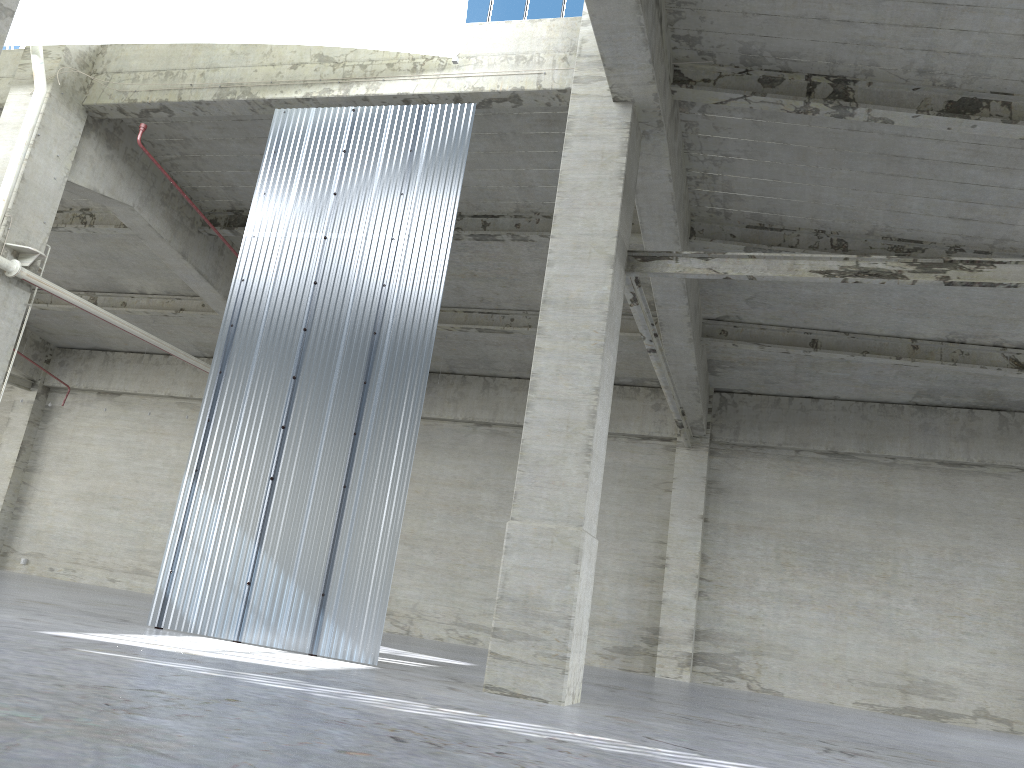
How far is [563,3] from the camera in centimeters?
1735cm

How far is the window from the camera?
17.4m

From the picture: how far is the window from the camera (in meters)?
17.35
